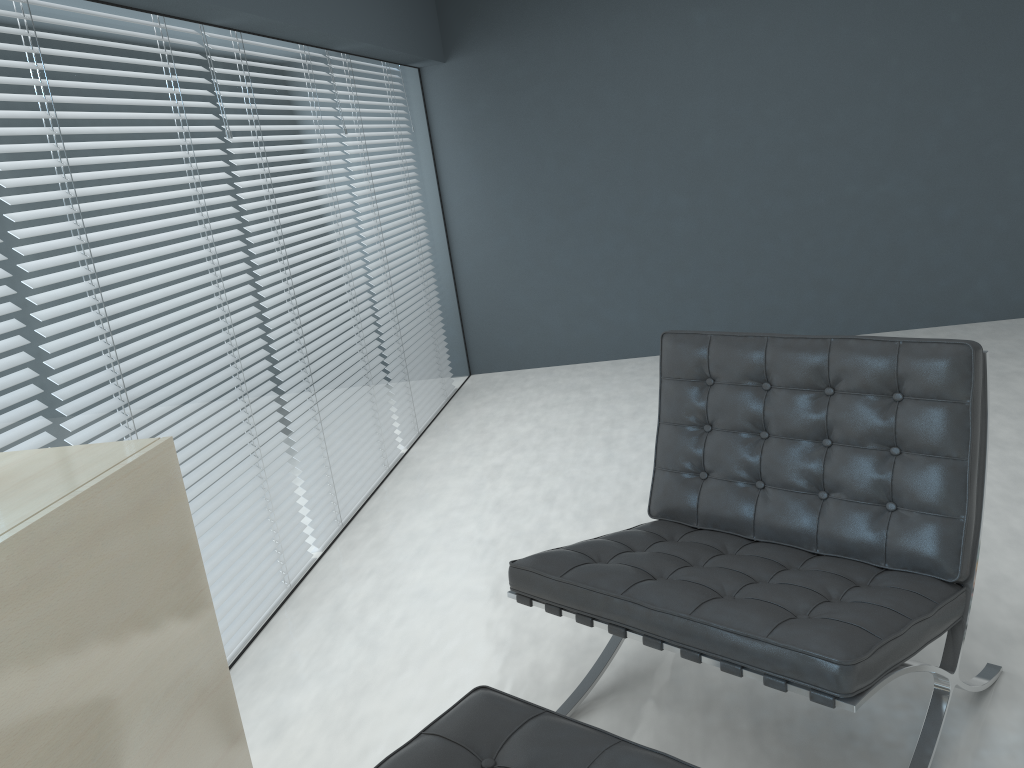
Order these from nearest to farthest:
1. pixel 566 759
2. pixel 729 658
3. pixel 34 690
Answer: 1. pixel 34 690
2. pixel 566 759
3. pixel 729 658

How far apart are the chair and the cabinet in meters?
0.6

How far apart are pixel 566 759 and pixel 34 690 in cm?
71

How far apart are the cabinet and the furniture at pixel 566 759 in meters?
0.2 m

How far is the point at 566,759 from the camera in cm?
129

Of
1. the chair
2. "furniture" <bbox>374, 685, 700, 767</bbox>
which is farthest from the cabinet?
the chair

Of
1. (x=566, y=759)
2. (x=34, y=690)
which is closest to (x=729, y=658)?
(x=566, y=759)

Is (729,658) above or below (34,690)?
below

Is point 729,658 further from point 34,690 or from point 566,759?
point 34,690

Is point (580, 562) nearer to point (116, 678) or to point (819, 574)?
point (819, 574)
